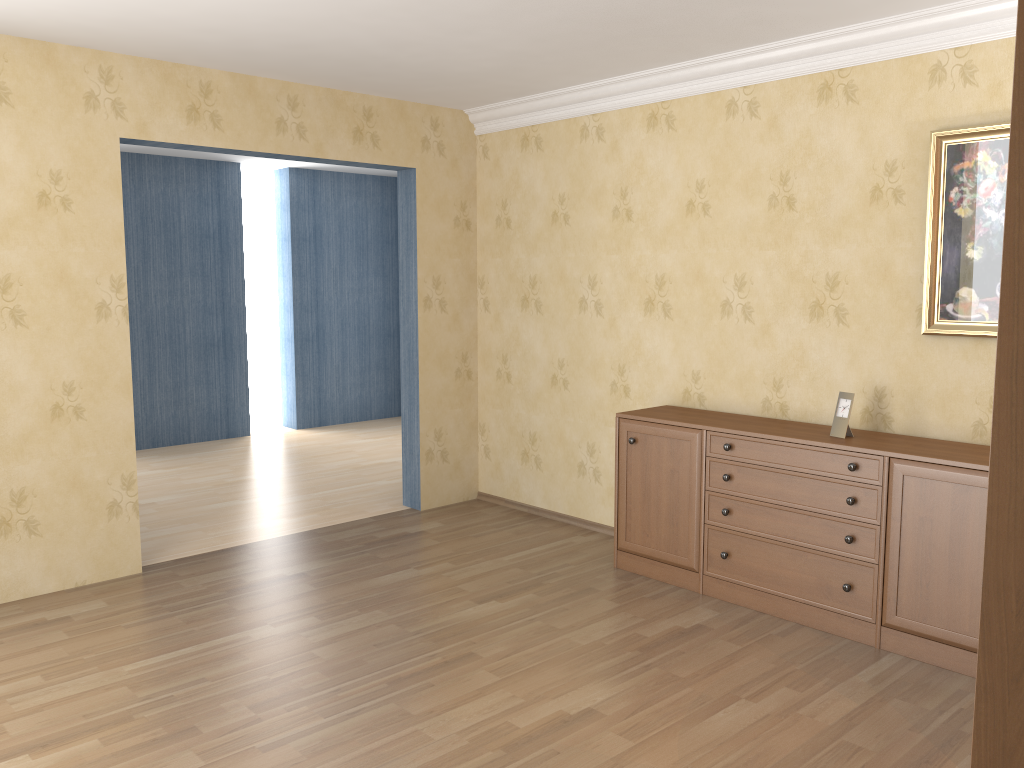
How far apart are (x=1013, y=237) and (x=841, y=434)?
3.4 meters

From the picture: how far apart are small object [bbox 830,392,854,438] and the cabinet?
0.1 meters

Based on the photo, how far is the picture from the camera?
3.6 meters

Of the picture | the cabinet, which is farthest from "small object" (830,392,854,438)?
the picture

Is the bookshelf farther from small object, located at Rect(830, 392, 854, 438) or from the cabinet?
small object, located at Rect(830, 392, 854, 438)

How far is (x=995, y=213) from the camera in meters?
3.6 m

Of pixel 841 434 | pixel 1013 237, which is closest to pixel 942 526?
pixel 841 434

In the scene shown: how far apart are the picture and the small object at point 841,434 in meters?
0.4 m

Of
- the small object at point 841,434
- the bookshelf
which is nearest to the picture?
the small object at point 841,434

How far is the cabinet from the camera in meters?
3.4 m
